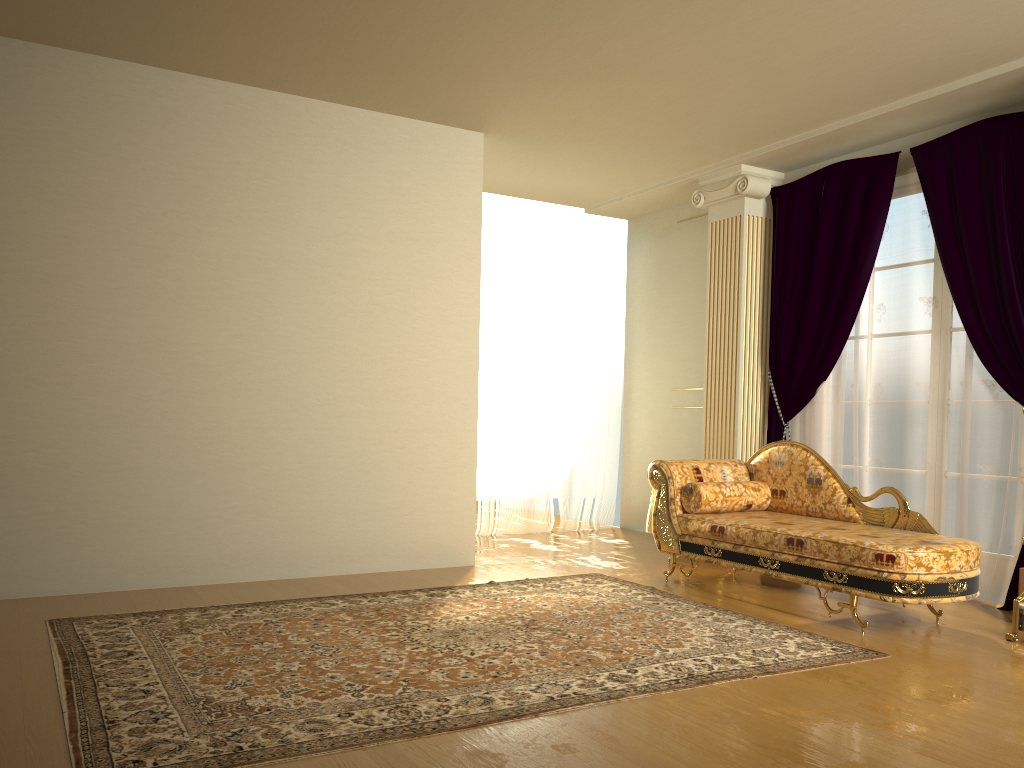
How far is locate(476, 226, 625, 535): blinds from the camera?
7.2m

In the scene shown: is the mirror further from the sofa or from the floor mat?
the floor mat

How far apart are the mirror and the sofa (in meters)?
0.17

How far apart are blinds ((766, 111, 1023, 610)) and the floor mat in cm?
141

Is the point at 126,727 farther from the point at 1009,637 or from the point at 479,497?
the point at 479,497

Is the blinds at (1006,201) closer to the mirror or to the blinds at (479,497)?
the mirror

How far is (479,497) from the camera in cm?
719

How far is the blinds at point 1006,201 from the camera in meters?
4.8 m

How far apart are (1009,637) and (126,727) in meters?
3.6

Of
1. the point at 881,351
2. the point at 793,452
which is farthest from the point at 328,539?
the point at 881,351
